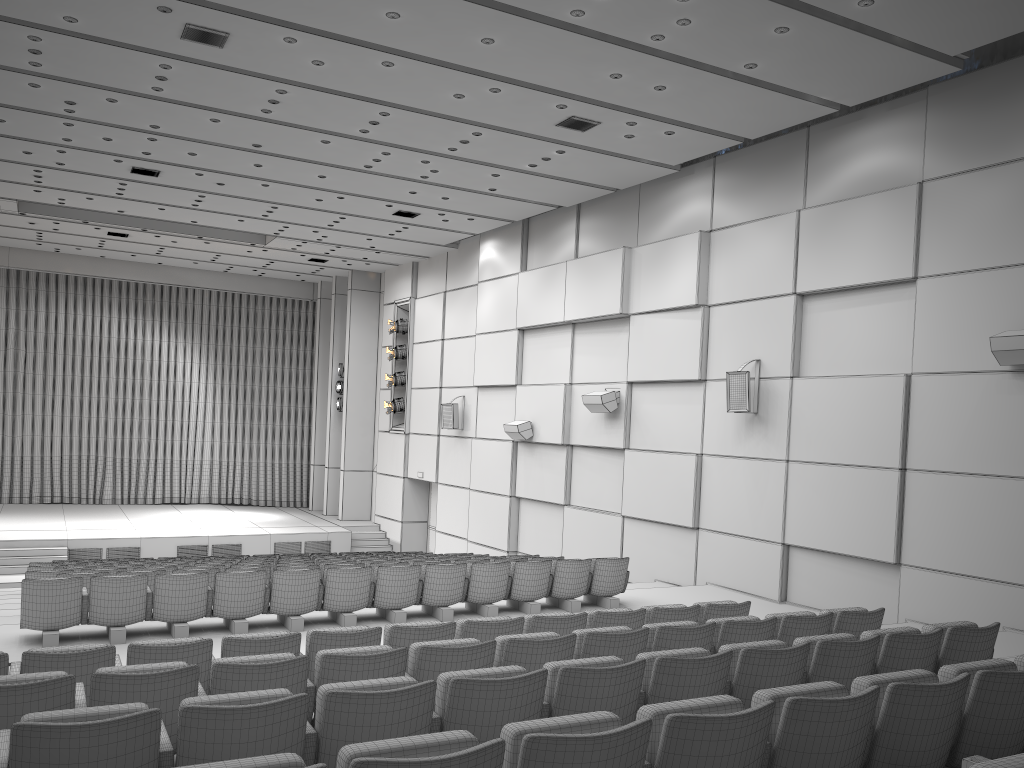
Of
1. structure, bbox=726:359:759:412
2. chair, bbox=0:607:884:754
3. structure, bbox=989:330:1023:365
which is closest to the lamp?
structure, bbox=726:359:759:412

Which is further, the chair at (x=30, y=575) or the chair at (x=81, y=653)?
the chair at (x=30, y=575)

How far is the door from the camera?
21.5 meters

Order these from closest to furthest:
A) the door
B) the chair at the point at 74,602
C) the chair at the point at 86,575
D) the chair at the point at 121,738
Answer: the chair at the point at 121,738 < the chair at the point at 74,602 < the chair at the point at 86,575 < the door

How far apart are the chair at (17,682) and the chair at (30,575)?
6.01m

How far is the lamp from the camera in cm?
2156

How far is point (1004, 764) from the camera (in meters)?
2.27

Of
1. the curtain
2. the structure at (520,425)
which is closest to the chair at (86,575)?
the structure at (520,425)

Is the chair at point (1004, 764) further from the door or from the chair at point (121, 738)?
the door

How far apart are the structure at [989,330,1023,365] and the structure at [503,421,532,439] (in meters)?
8.88
